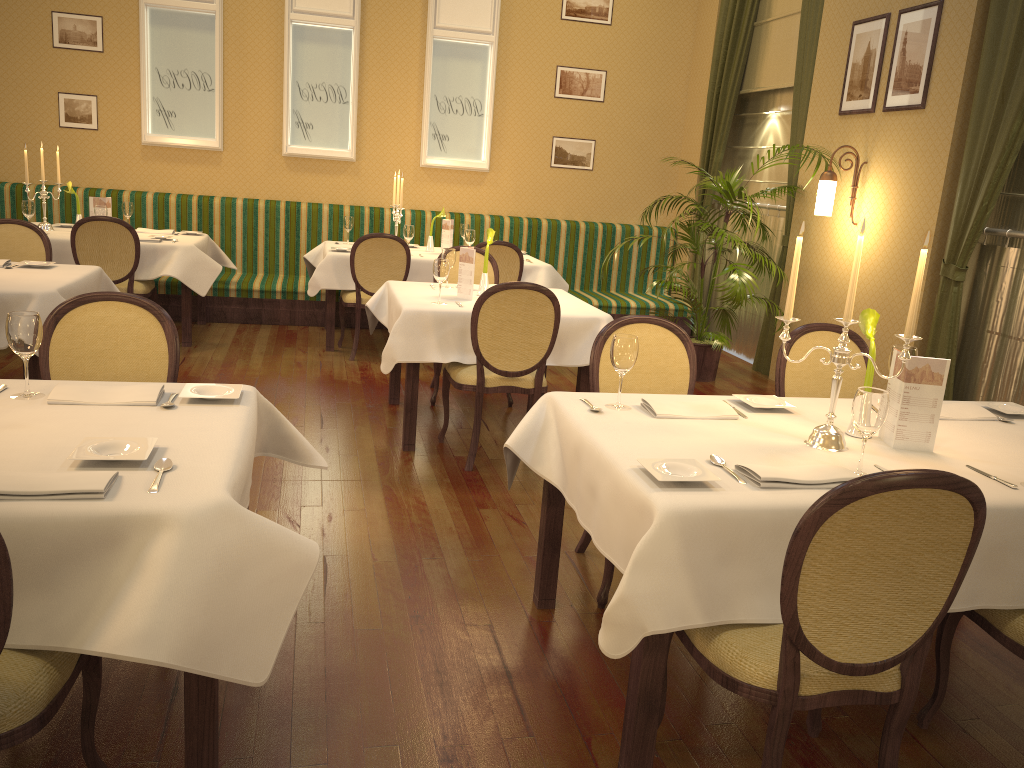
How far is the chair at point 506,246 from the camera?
6.52m

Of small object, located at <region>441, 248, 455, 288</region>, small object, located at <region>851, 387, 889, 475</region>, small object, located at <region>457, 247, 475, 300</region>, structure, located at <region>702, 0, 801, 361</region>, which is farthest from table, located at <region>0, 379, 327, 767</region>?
structure, located at <region>702, 0, 801, 361</region>

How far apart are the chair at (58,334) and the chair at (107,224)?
3.3m

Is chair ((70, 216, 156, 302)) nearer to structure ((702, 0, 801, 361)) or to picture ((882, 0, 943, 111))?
structure ((702, 0, 801, 361))

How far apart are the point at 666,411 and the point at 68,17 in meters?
7.2

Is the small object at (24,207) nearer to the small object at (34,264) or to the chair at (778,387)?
the small object at (34,264)

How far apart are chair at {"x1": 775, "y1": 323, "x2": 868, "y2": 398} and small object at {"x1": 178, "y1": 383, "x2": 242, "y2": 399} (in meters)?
2.07

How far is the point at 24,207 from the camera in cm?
625

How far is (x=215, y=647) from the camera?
1.7m

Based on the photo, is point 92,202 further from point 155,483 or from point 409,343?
point 155,483
